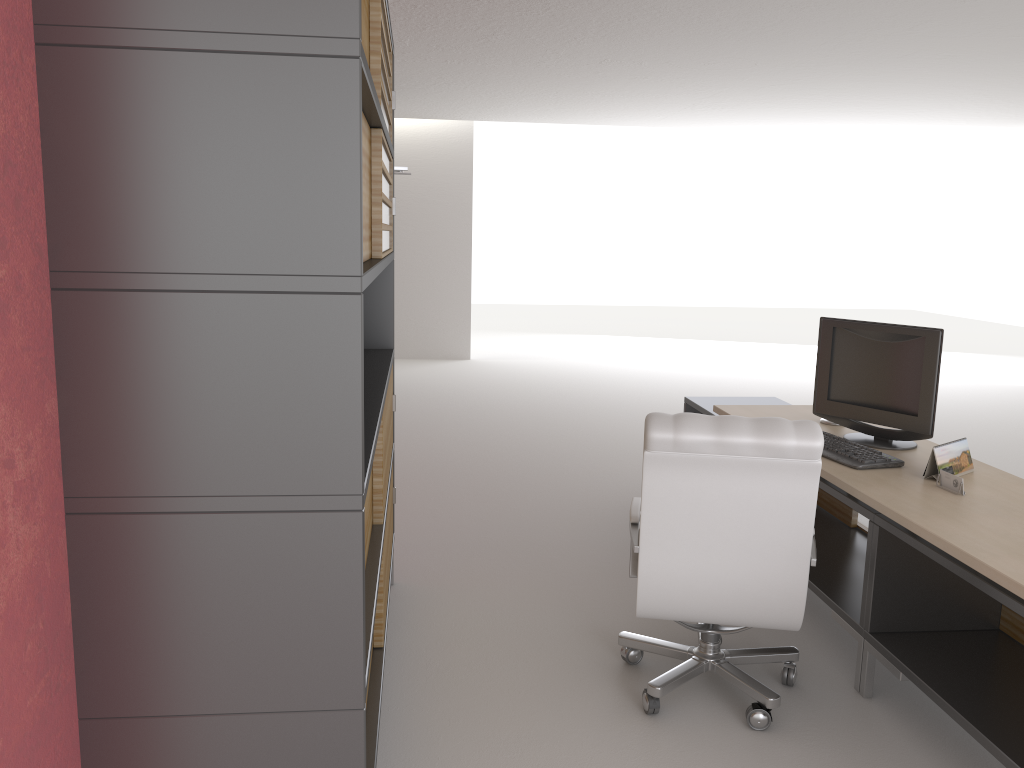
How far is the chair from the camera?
4.16m

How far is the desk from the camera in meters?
3.9 m

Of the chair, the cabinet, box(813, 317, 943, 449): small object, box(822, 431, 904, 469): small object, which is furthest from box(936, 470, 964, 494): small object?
the cabinet

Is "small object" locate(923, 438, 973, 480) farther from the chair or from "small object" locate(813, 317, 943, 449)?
the chair

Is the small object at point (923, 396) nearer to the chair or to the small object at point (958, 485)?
the small object at point (958, 485)

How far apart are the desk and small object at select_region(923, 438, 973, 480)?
0.0 meters

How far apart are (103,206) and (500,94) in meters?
11.6

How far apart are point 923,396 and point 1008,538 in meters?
1.6 m

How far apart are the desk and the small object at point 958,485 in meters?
0.0 m

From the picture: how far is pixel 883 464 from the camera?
5.0m
